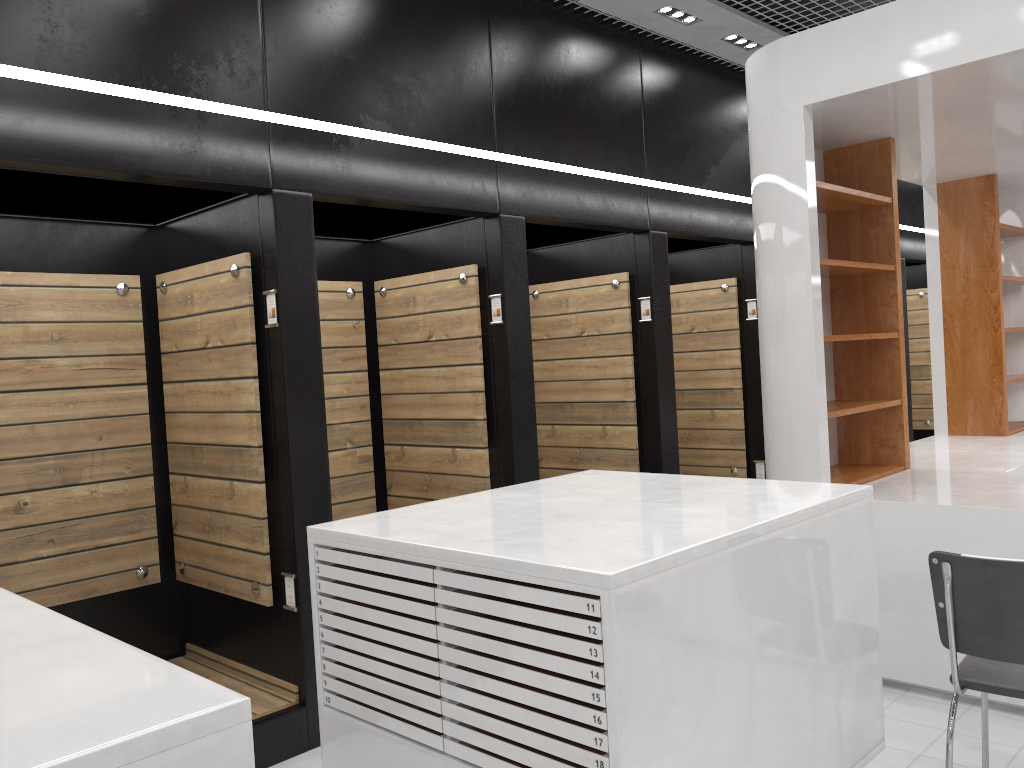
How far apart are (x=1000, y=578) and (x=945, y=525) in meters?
1.4

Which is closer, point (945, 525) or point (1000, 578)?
point (1000, 578)

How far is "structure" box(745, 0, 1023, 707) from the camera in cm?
418

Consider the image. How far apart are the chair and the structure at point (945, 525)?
0.7 meters

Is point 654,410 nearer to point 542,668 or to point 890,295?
point 890,295

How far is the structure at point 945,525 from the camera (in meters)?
4.18

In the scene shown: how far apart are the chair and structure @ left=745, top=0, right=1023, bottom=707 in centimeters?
71cm

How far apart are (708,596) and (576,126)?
3.9m

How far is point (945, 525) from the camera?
4.18m
